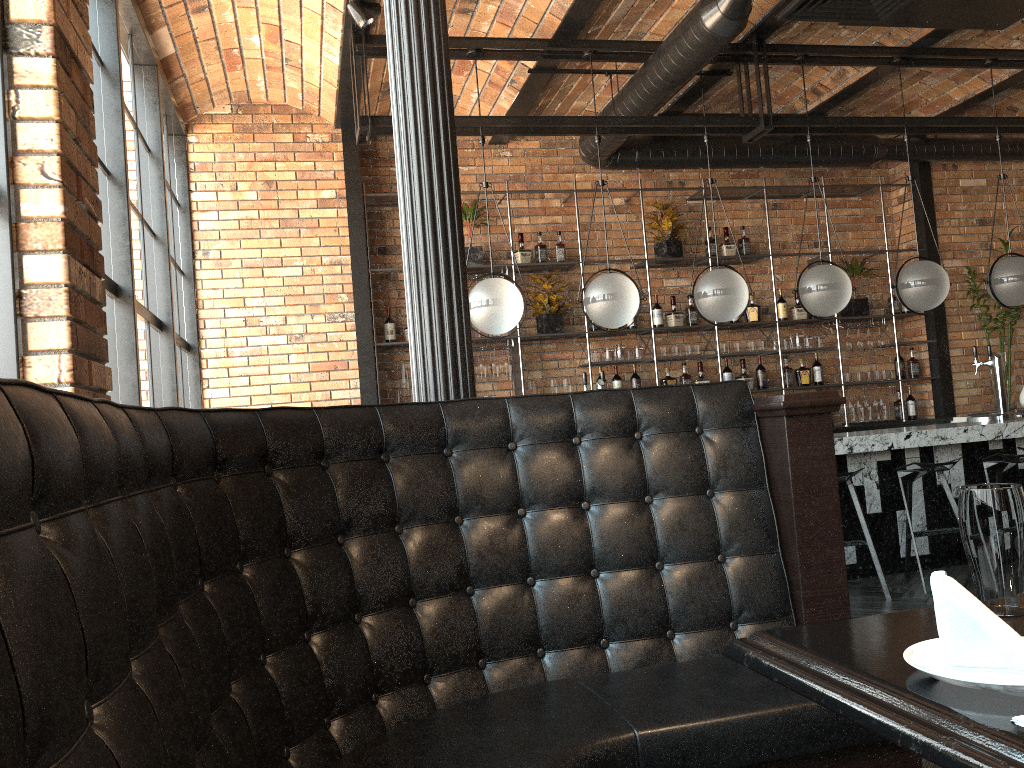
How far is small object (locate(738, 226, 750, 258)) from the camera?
7.61m

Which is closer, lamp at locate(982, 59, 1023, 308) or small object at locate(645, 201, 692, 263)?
lamp at locate(982, 59, 1023, 308)

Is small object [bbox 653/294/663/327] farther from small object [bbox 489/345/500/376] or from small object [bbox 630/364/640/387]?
small object [bbox 489/345/500/376]

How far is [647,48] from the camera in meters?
5.5 m

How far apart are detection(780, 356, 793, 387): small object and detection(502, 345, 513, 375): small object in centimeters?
246cm

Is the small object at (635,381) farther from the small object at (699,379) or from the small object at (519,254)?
the small object at (519,254)

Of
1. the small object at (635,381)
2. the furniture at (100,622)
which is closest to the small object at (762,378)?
the small object at (635,381)

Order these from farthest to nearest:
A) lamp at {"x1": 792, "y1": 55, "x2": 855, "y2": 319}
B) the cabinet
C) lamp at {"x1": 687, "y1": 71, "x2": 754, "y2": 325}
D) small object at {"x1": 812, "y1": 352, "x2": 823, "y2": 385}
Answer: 1. small object at {"x1": 812, "y1": 352, "x2": 823, "y2": 385}
2. the cabinet
3. lamp at {"x1": 792, "y1": 55, "x2": 855, "y2": 319}
4. lamp at {"x1": 687, "y1": 71, "x2": 754, "y2": 325}

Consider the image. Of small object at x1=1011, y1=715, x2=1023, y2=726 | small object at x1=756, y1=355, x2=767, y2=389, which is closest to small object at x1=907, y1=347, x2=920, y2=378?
small object at x1=756, y1=355, x2=767, y2=389

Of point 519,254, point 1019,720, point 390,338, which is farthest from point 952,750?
point 519,254
